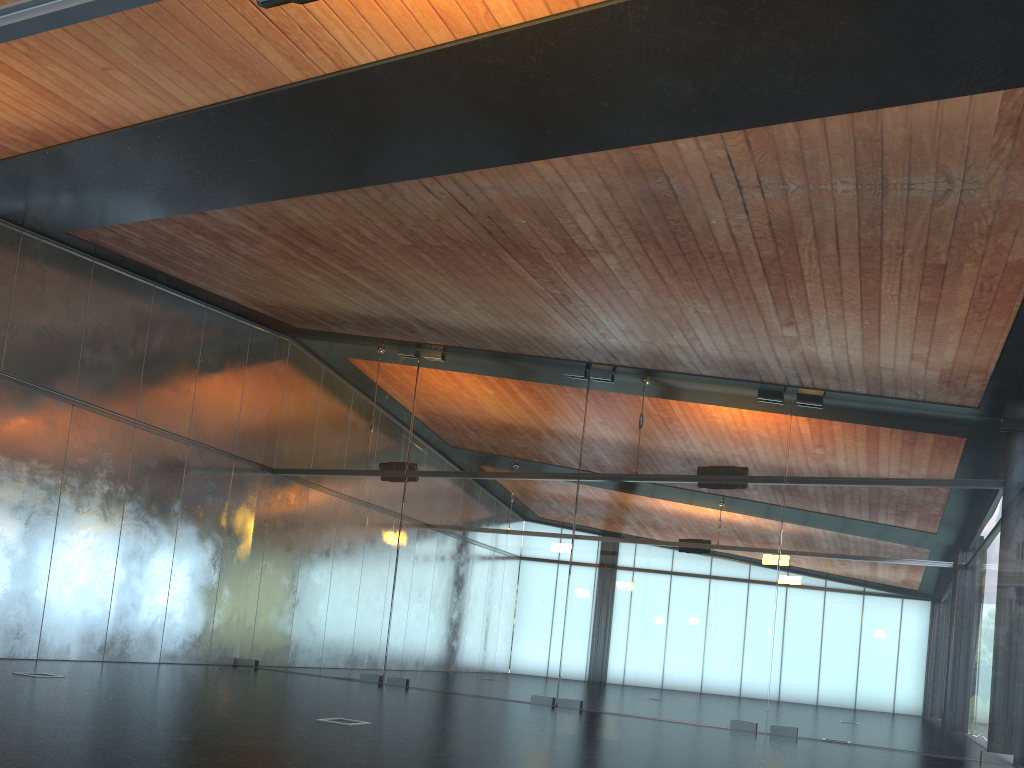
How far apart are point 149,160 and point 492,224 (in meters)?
3.85

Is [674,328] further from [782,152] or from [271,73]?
[271,73]
